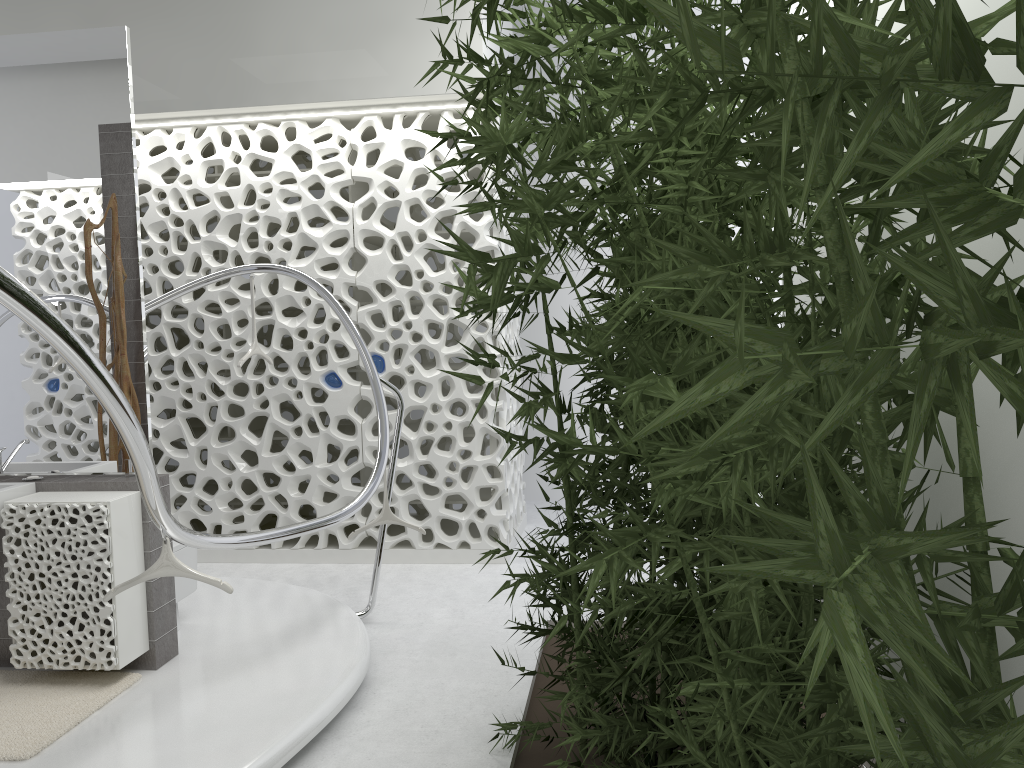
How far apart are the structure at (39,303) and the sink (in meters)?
1.11

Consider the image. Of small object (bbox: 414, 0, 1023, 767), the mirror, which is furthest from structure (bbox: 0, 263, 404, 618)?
small object (bbox: 414, 0, 1023, 767)

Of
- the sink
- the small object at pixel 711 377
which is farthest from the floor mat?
the small object at pixel 711 377

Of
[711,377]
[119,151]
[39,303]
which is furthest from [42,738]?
[711,377]

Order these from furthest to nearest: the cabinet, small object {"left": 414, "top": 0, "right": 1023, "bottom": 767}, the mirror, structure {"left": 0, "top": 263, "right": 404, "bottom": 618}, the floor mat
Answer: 1. the mirror
2. the cabinet
3. the floor mat
4. structure {"left": 0, "top": 263, "right": 404, "bottom": 618}
5. small object {"left": 414, "top": 0, "right": 1023, "bottom": 767}

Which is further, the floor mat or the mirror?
the mirror

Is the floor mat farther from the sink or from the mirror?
the mirror

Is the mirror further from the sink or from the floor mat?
the floor mat

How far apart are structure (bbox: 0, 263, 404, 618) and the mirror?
0.8m

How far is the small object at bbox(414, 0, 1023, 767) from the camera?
0.6m
